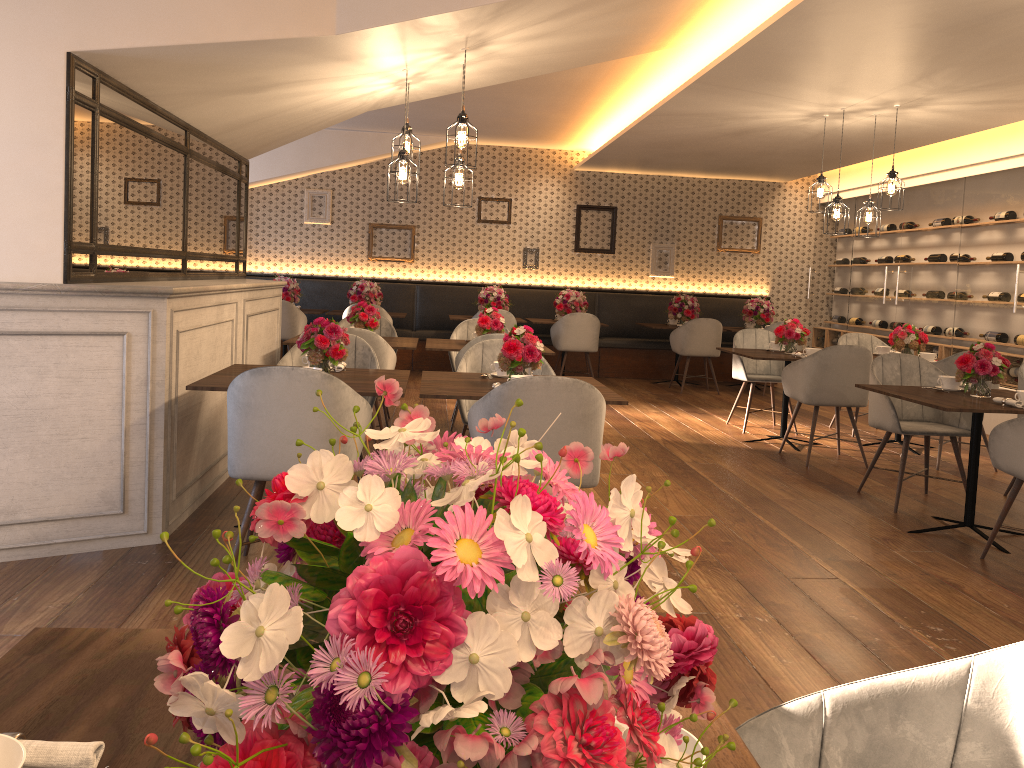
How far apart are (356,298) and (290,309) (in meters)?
0.92

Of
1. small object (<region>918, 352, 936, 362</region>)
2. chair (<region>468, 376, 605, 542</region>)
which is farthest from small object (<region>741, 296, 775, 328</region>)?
chair (<region>468, 376, 605, 542</region>)

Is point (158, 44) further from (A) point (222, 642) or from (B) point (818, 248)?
(B) point (818, 248)

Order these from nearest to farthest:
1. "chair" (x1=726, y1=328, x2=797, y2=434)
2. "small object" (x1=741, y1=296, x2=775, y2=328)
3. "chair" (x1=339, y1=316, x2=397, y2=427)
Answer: "chair" (x1=339, y1=316, x2=397, y2=427)
"chair" (x1=726, y1=328, x2=797, y2=434)
"small object" (x1=741, y1=296, x2=775, y2=328)

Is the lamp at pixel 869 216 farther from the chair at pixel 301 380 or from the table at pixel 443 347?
the chair at pixel 301 380

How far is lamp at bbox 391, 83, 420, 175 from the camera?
5.3m

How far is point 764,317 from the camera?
10.66m

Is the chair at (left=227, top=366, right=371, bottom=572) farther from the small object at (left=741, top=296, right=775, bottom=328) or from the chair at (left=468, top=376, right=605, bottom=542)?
the small object at (left=741, top=296, right=775, bottom=328)

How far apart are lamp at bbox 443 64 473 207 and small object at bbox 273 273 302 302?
5.5m

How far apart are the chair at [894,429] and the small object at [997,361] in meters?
0.5
